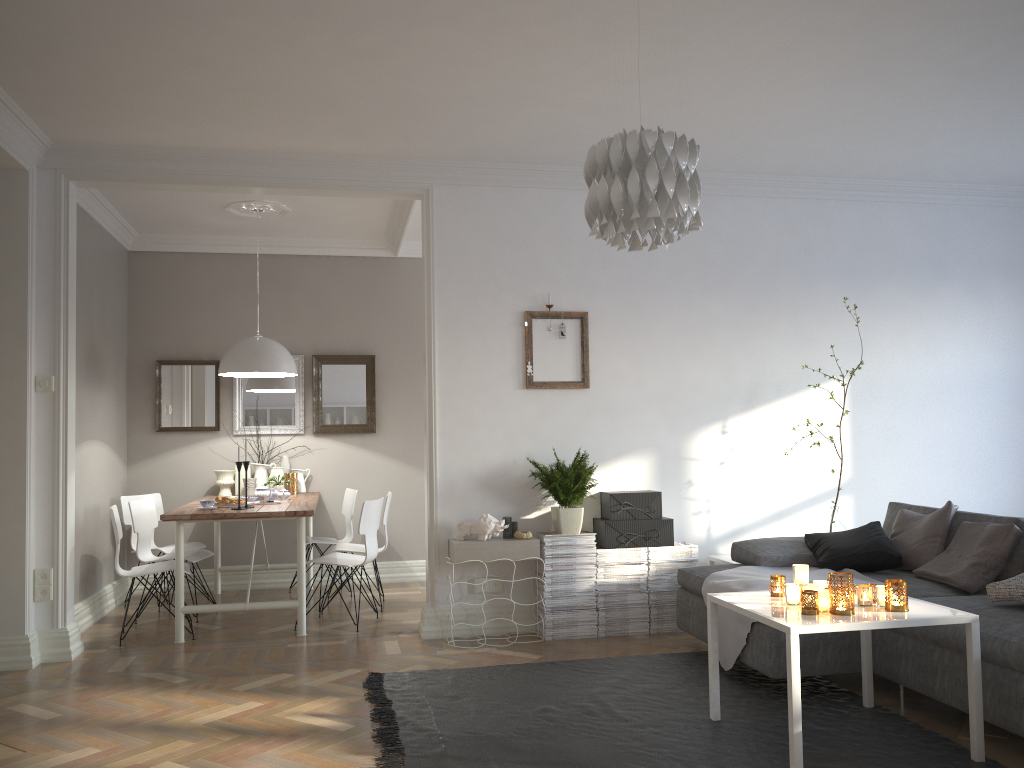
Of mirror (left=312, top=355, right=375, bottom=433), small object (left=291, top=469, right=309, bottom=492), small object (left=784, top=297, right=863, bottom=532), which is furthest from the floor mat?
mirror (left=312, top=355, right=375, bottom=433)

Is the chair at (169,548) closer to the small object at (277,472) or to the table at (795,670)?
the small object at (277,472)

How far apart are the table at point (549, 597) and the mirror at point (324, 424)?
2.5m

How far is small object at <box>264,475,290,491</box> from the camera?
6.64m

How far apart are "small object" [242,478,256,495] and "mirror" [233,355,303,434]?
0.45m

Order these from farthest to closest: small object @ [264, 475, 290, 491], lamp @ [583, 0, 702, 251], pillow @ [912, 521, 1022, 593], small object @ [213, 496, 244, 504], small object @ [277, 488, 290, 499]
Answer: small object @ [264, 475, 290, 491] < small object @ [277, 488, 290, 499] < small object @ [213, 496, 244, 504] < pillow @ [912, 521, 1022, 593] < lamp @ [583, 0, 702, 251]

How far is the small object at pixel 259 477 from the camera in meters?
6.9 m

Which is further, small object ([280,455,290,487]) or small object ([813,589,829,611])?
small object ([280,455,290,487])

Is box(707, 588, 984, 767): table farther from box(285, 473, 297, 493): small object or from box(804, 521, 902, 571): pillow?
box(285, 473, 297, 493): small object

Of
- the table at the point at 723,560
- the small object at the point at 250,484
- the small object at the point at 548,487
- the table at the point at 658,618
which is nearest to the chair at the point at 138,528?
the small object at the point at 250,484
